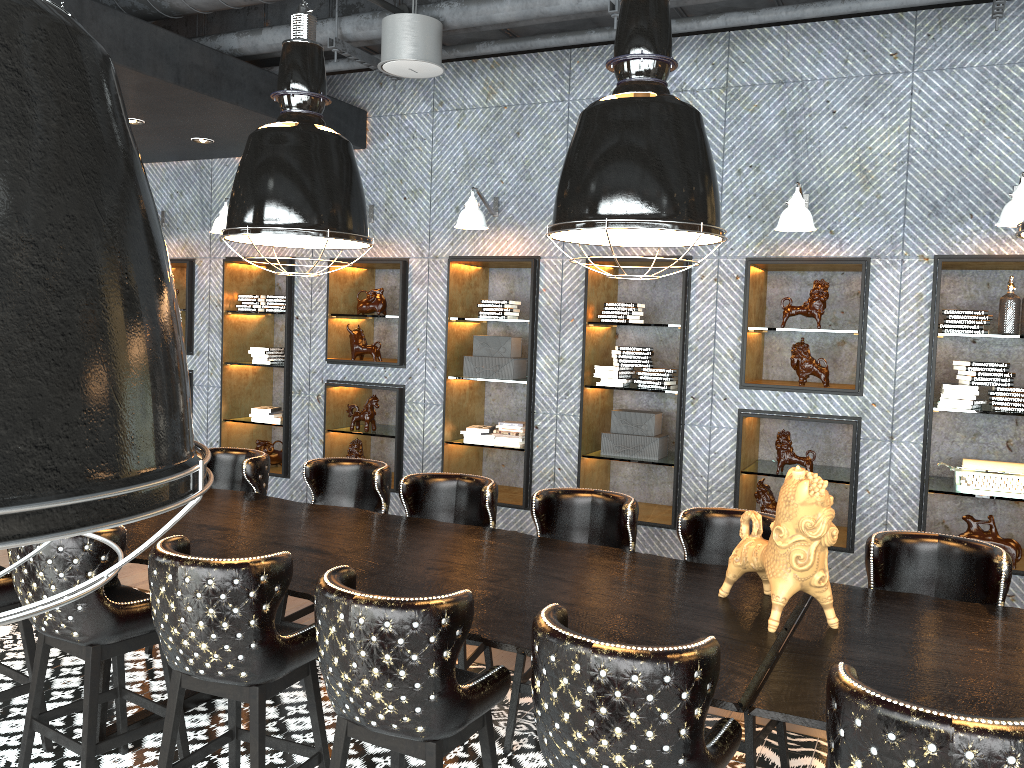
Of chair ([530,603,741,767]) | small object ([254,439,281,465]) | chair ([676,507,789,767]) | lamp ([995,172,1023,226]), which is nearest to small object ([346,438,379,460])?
small object ([254,439,281,465])

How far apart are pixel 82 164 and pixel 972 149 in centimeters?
567cm

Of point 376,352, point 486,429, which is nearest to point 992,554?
point 486,429

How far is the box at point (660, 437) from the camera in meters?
6.1 m

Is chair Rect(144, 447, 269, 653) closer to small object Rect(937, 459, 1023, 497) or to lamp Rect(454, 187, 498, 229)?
lamp Rect(454, 187, 498, 229)

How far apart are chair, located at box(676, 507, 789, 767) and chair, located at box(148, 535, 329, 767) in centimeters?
156cm

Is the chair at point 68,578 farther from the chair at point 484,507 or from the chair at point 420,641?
the chair at point 484,507

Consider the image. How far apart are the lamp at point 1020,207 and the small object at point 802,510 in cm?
270

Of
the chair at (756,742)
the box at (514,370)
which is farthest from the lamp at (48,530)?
the box at (514,370)

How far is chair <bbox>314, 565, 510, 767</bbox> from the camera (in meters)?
2.42
